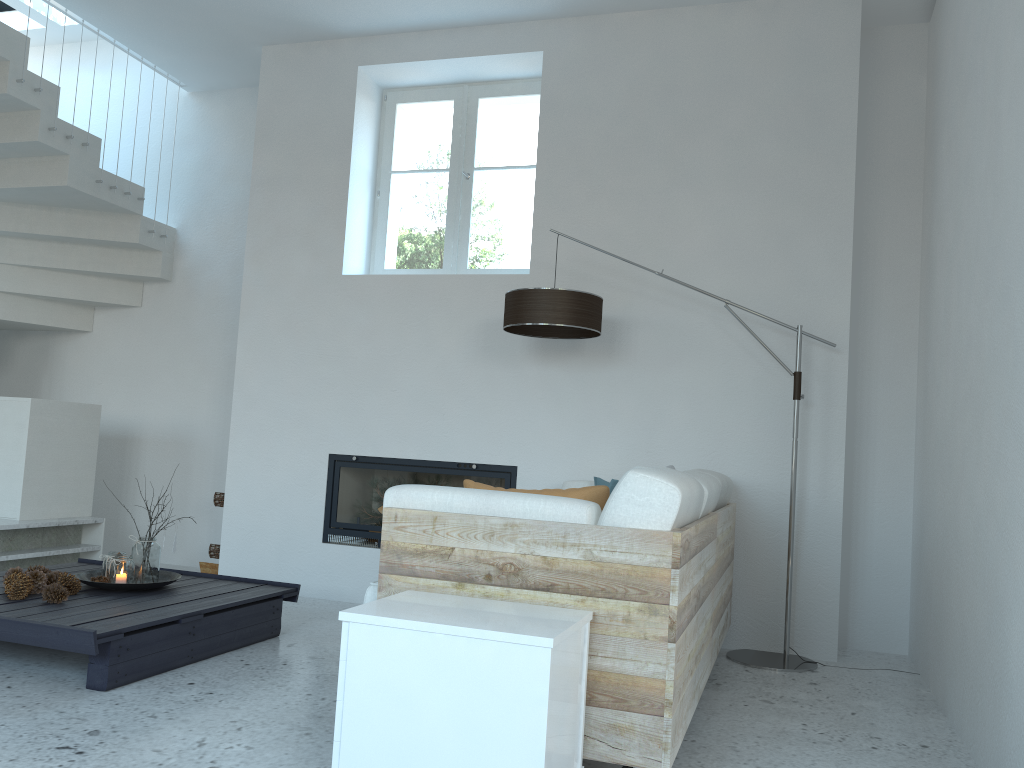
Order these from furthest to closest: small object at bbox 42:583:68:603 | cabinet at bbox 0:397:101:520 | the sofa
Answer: cabinet at bbox 0:397:101:520, small object at bbox 42:583:68:603, the sofa

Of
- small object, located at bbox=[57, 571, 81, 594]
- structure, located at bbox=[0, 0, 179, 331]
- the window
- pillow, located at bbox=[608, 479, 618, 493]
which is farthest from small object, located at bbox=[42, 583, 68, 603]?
structure, located at bbox=[0, 0, 179, 331]

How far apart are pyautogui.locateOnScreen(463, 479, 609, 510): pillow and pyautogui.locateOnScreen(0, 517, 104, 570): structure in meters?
3.2

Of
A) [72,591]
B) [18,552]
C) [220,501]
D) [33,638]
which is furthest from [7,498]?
[33,638]

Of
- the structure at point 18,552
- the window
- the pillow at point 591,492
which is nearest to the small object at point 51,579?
the structure at point 18,552

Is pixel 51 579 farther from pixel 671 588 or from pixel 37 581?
pixel 671 588

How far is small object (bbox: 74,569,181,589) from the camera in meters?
3.6 m

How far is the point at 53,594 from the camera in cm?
333

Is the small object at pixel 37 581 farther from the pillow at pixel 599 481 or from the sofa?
the pillow at pixel 599 481

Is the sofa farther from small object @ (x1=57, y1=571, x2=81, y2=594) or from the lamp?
small object @ (x1=57, y1=571, x2=81, y2=594)
